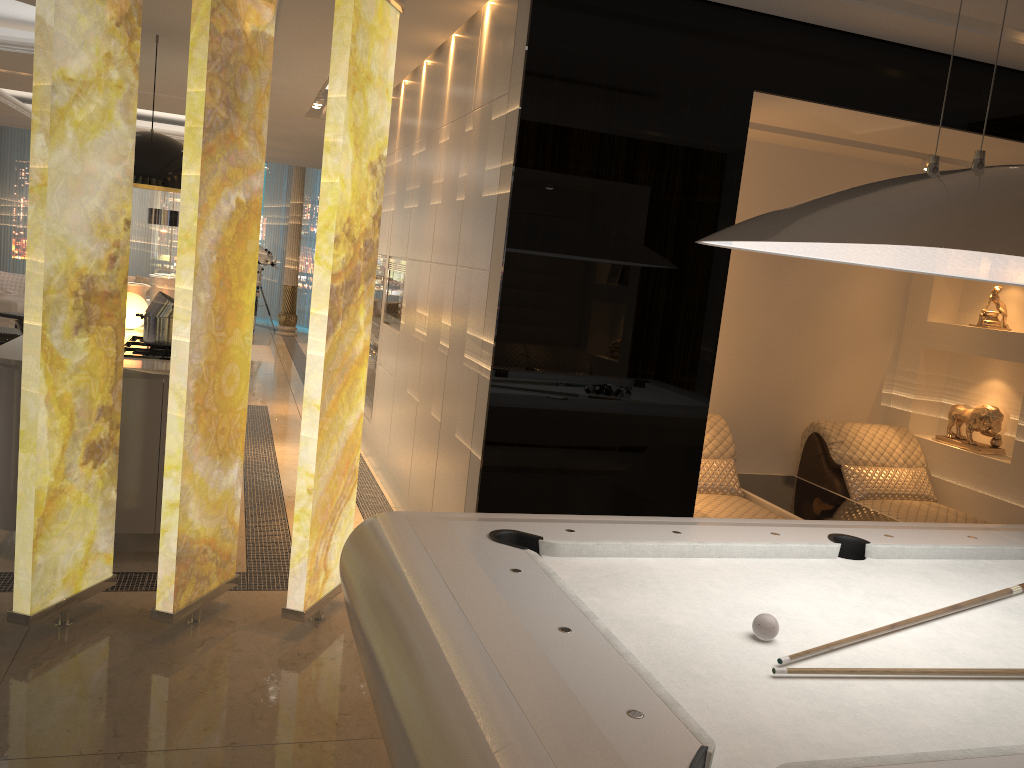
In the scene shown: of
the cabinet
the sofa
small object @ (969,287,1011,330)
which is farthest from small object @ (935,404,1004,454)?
the sofa

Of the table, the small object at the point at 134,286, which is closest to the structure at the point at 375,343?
the small object at the point at 134,286

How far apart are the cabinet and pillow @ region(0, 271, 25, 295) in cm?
550

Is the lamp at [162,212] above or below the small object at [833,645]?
above

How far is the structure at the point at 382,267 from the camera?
6.3m

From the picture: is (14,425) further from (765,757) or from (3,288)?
(3,288)

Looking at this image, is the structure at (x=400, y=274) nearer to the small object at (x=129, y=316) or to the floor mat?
the small object at (x=129, y=316)

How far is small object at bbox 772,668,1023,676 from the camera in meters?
1.8

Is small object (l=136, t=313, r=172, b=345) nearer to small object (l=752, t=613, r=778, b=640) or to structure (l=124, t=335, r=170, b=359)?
structure (l=124, t=335, r=170, b=359)

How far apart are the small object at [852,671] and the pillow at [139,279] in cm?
1225
